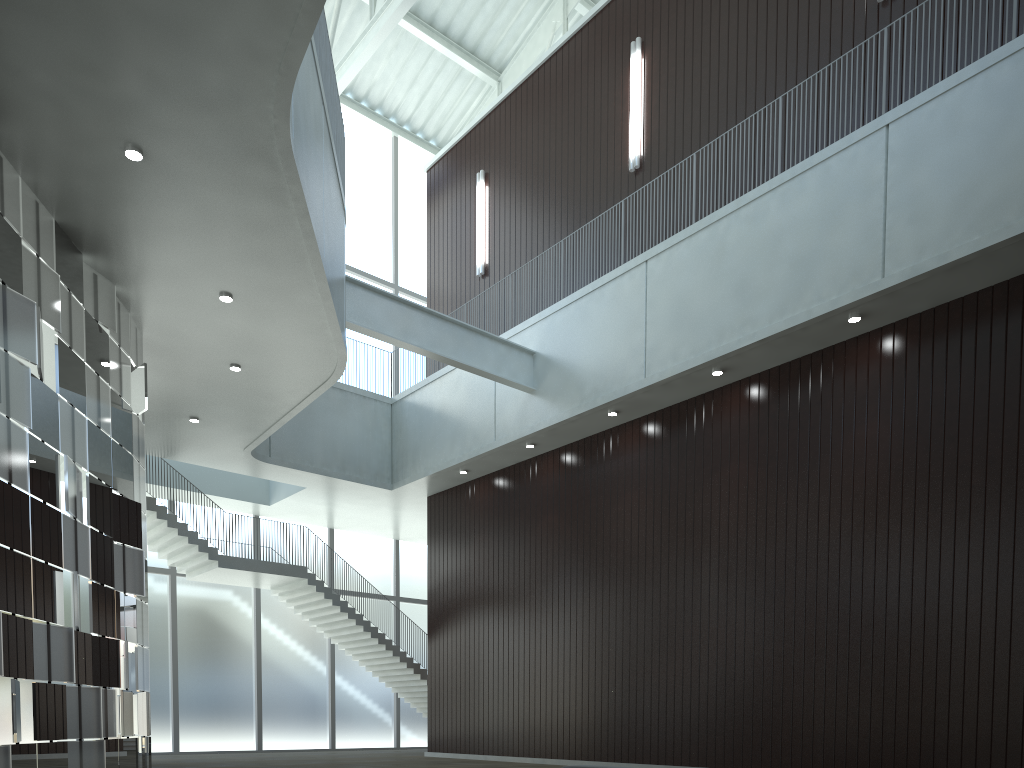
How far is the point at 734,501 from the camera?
48.5 meters
